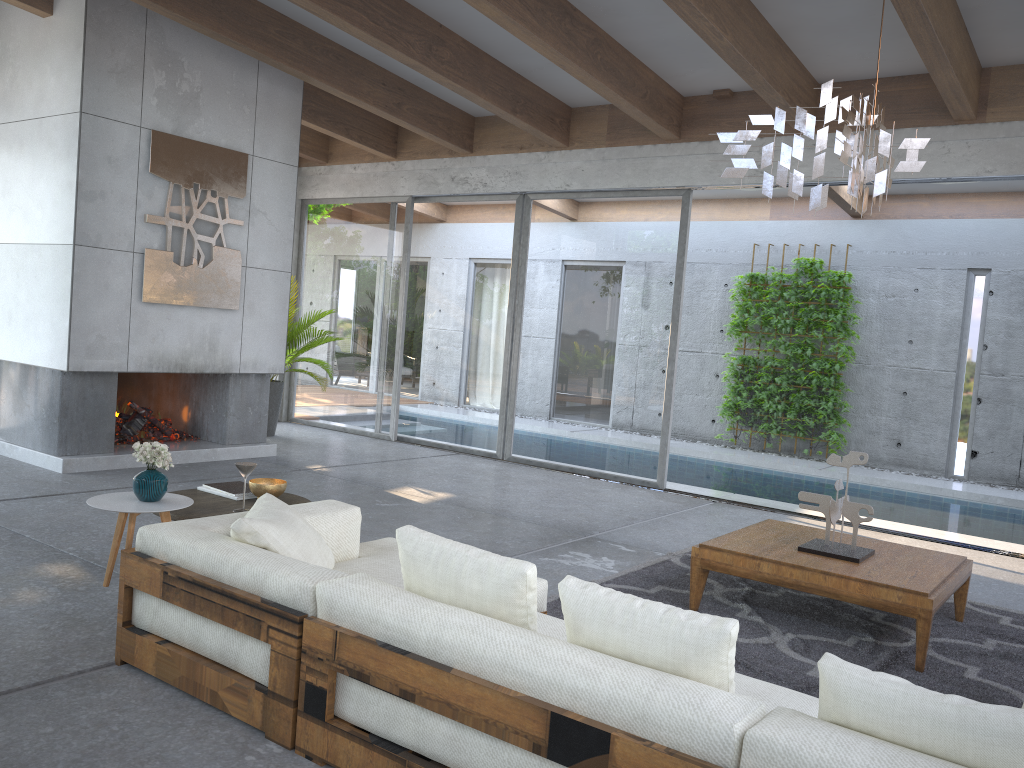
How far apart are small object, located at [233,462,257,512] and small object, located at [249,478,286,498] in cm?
16

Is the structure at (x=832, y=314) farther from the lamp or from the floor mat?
the lamp

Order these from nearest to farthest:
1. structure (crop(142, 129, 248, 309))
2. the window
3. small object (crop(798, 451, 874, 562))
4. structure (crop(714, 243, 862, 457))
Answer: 1. small object (crop(798, 451, 874, 562))
2. structure (crop(142, 129, 248, 309))
3. the window
4. structure (crop(714, 243, 862, 457))

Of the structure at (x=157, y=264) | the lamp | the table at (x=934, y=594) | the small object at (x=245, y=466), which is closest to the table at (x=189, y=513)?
the small object at (x=245, y=466)

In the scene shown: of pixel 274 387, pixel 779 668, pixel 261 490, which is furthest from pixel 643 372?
pixel 261 490

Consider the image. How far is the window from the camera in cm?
824

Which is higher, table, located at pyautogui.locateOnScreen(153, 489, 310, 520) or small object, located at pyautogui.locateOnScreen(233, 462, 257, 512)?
small object, located at pyautogui.locateOnScreen(233, 462, 257, 512)

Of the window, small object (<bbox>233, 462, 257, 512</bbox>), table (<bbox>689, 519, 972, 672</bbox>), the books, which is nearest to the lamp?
table (<bbox>689, 519, 972, 672</bbox>)

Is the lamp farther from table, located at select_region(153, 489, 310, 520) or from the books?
the books

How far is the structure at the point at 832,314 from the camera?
11.03m
